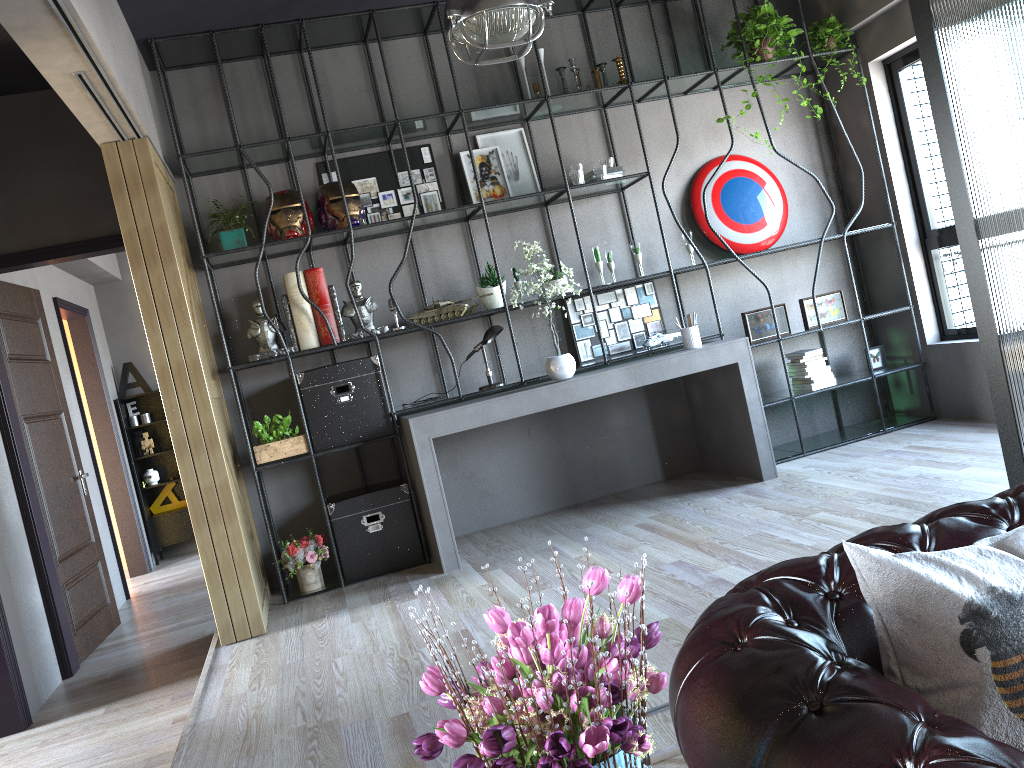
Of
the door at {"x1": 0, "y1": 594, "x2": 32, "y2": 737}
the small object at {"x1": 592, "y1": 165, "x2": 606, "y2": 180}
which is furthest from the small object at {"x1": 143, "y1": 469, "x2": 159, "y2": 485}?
the small object at {"x1": 592, "y1": 165, "x2": 606, "y2": 180}

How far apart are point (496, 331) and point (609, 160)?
1.4 meters

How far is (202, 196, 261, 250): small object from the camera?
5.2 meters

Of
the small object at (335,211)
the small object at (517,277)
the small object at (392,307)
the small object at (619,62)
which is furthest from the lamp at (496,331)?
the small object at (619,62)

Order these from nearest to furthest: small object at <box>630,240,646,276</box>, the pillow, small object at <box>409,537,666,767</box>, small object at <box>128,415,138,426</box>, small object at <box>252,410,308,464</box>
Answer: small object at <box>409,537,666,767</box>
the pillow
small object at <box>252,410,308,464</box>
small object at <box>630,240,646,276</box>
small object at <box>128,415,138,426</box>

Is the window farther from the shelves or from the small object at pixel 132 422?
the small object at pixel 132 422

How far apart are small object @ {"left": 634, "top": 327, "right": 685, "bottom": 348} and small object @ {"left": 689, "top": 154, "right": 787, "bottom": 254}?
0.8m

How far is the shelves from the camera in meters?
8.7 m

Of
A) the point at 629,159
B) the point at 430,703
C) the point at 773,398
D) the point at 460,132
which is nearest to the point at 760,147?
the point at 629,159

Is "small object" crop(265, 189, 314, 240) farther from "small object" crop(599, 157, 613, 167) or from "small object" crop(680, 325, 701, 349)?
"small object" crop(680, 325, 701, 349)
